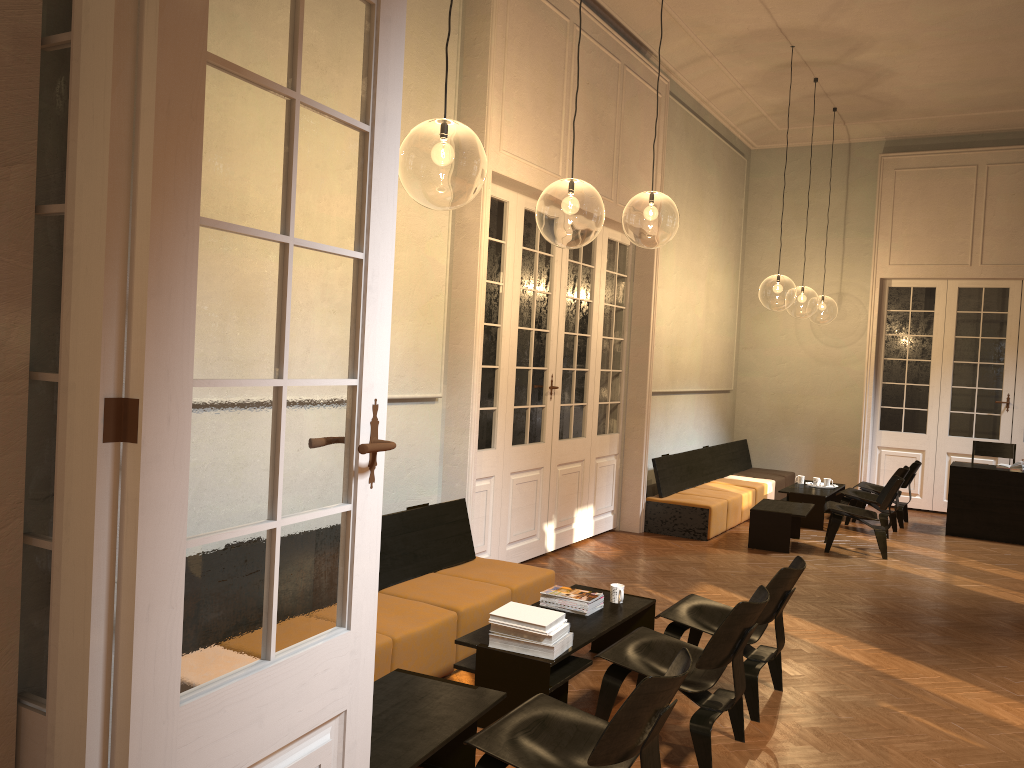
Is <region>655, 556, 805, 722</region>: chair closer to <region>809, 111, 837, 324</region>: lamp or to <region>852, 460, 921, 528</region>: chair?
<region>852, 460, 921, 528</region>: chair

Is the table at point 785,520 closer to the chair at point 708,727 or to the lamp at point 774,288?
the chair at point 708,727

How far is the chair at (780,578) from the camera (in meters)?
4.66

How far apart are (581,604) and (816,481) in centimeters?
716cm

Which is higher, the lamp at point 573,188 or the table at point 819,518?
the lamp at point 573,188

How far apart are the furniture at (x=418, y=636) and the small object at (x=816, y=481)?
6.3 meters

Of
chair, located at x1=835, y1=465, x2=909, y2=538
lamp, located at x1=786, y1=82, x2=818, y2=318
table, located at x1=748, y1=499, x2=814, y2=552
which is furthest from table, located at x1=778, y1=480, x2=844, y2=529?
lamp, located at x1=786, y1=82, x2=818, y2=318

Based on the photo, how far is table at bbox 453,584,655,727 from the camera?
4.2 meters

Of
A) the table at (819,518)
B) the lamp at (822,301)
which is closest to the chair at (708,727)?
the table at (819,518)

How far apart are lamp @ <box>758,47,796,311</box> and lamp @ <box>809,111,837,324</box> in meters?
1.3 m
